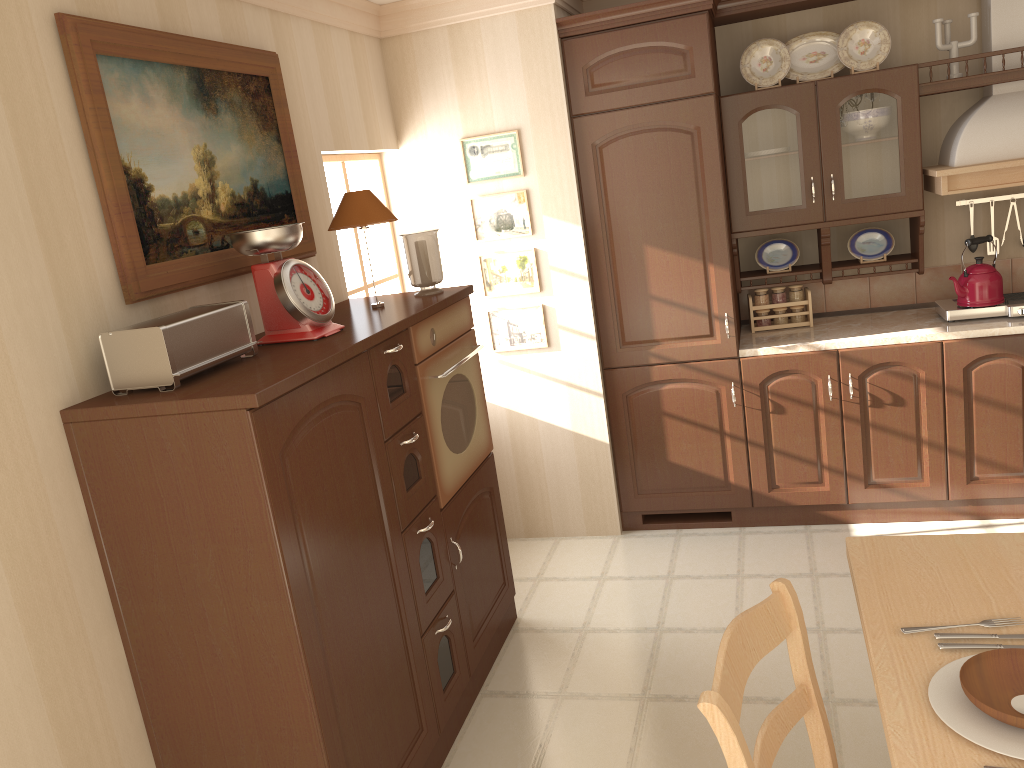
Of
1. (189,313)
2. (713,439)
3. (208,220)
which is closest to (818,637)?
(713,439)

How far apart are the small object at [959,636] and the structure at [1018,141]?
2.6m

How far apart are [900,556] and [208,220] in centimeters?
201cm

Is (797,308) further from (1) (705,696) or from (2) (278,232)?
(1) (705,696)

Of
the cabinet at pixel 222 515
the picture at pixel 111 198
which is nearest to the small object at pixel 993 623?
the cabinet at pixel 222 515

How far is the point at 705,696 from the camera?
1.5 meters

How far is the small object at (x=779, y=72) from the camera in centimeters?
389cm

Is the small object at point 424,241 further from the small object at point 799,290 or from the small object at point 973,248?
the small object at point 973,248

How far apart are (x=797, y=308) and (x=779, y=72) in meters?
1.1

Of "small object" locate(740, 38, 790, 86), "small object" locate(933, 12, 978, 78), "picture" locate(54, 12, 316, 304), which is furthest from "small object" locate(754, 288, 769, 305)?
"picture" locate(54, 12, 316, 304)
